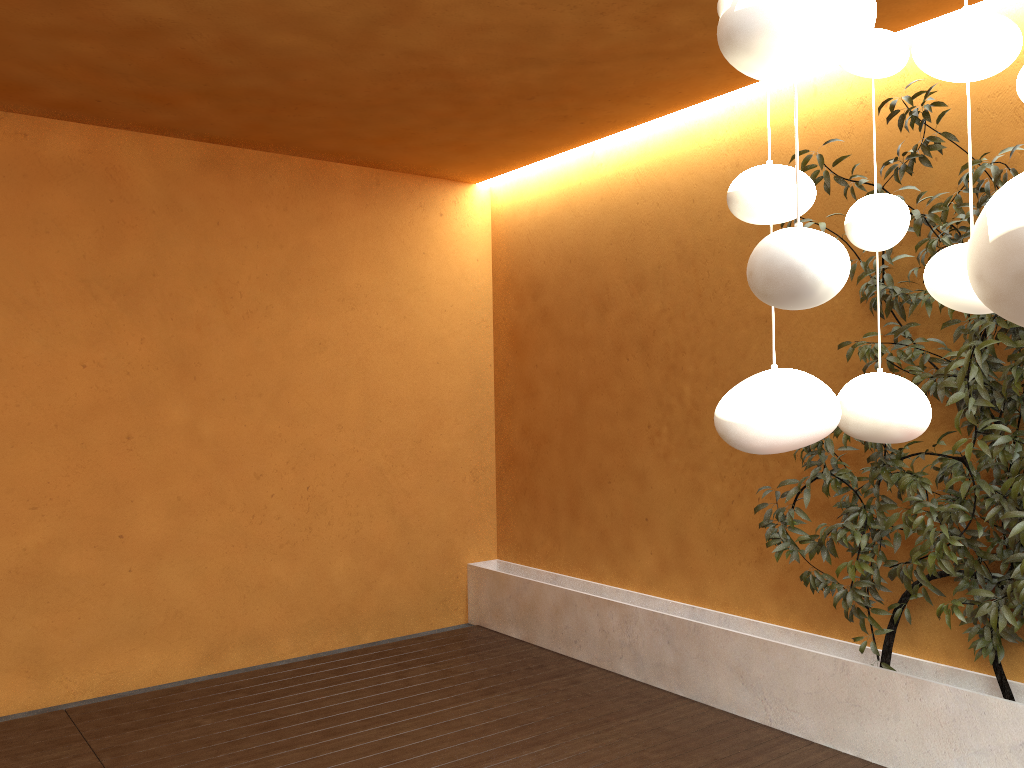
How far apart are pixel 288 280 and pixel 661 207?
2.2m

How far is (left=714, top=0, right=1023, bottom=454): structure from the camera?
0.5 meters

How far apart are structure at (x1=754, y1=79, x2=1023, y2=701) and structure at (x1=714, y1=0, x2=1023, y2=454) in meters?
2.2 m

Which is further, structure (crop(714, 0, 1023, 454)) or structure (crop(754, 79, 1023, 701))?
structure (crop(754, 79, 1023, 701))

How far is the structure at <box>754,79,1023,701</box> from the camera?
3.0m

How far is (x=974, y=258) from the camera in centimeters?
54cm

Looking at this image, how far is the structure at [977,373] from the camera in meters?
3.0 m
